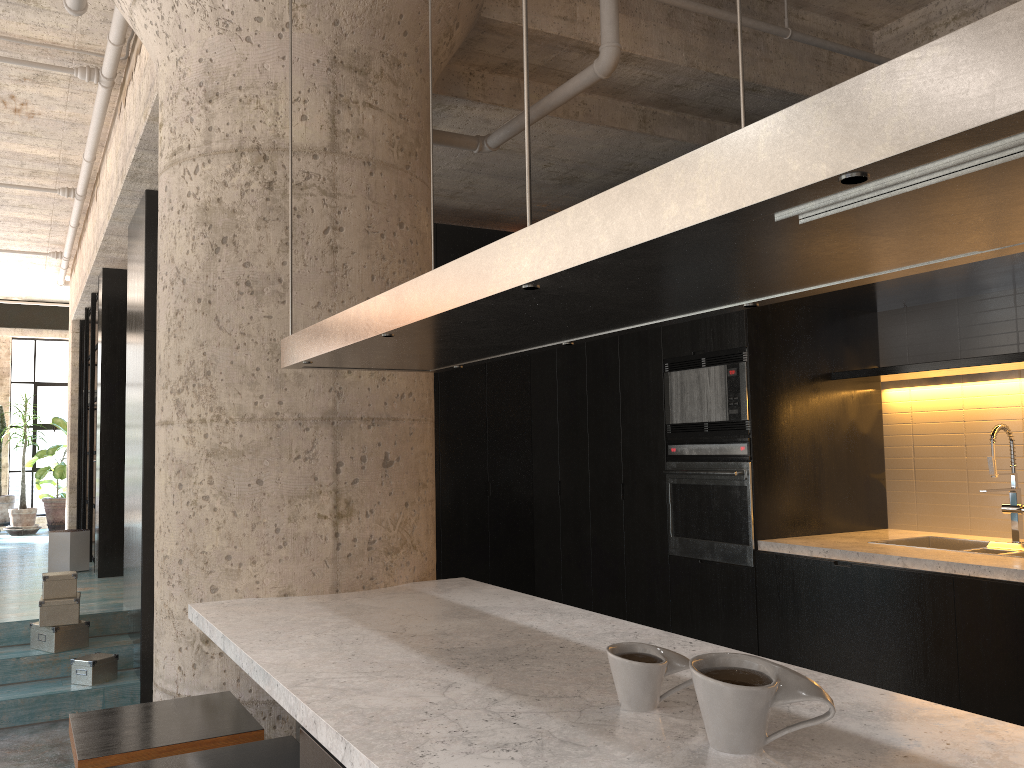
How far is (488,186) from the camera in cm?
583

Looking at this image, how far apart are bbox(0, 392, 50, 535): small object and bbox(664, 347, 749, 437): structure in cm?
965

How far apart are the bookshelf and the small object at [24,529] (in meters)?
1.87

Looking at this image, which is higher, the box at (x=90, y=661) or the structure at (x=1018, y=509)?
the structure at (x=1018, y=509)

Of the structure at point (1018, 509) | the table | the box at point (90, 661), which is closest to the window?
the table

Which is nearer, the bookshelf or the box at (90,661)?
the box at (90,661)

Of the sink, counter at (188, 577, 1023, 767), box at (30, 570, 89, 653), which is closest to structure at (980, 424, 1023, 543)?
the sink

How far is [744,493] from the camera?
4.54m

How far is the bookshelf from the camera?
8.5 meters

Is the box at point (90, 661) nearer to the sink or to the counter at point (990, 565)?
the counter at point (990, 565)
